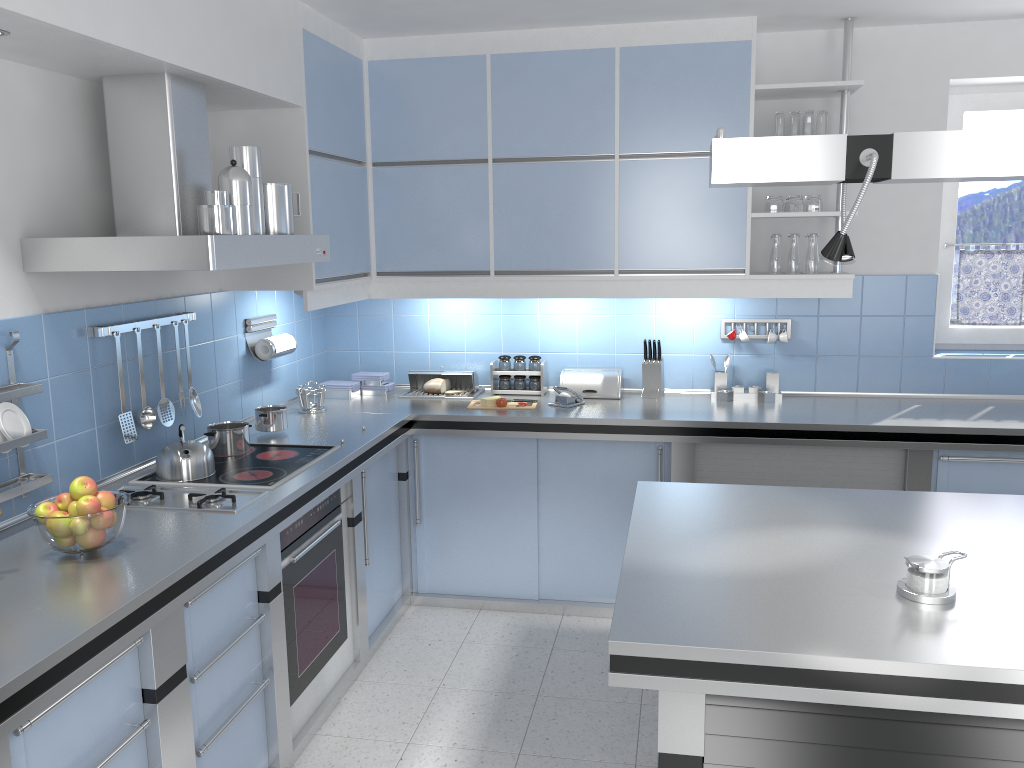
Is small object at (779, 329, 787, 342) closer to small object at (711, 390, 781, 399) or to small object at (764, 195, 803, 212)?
small object at (711, 390, 781, 399)

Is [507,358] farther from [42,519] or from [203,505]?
[42,519]

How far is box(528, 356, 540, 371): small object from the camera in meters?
4.6 m

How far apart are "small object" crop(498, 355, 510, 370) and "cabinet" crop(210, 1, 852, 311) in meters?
0.4 m

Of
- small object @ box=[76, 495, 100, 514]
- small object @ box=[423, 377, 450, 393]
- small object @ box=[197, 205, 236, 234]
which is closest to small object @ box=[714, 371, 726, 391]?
small object @ box=[423, 377, 450, 393]

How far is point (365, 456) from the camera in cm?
356

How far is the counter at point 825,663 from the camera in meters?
1.7 m

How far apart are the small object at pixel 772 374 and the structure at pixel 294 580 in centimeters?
216cm

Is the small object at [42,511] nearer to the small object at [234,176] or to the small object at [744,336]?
the small object at [234,176]

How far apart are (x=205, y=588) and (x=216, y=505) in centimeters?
36cm
